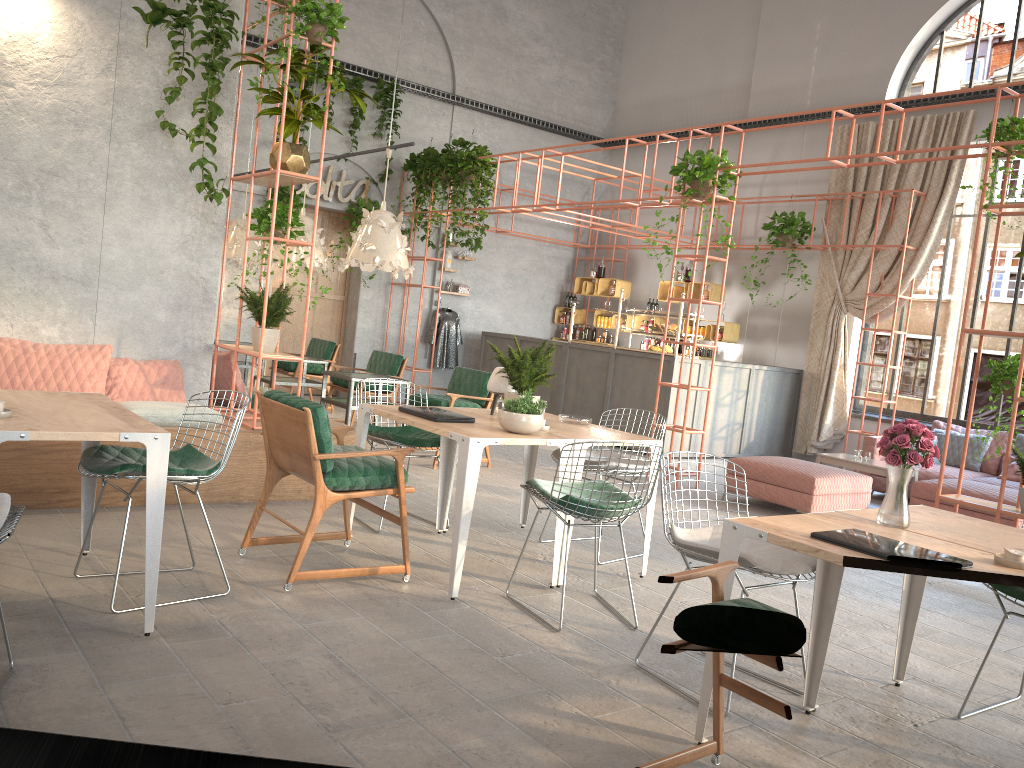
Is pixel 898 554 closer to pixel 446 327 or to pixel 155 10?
pixel 155 10

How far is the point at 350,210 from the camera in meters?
12.6

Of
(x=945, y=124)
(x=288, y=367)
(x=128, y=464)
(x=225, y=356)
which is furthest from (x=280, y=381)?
(x=945, y=124)

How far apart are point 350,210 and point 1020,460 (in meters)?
9.23

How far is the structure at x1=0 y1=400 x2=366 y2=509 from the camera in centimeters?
523cm

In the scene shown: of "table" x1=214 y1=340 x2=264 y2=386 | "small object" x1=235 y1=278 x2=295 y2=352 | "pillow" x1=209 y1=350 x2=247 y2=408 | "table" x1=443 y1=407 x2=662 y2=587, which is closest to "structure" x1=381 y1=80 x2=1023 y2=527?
"table" x1=214 y1=340 x2=264 y2=386

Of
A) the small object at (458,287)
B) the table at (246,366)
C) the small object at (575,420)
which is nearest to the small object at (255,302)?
the small object at (575,420)

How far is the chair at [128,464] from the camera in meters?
3.8

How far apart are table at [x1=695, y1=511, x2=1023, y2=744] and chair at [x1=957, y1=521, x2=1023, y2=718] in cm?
62

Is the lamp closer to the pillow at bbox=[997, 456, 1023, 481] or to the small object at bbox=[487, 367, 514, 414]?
the small object at bbox=[487, 367, 514, 414]
